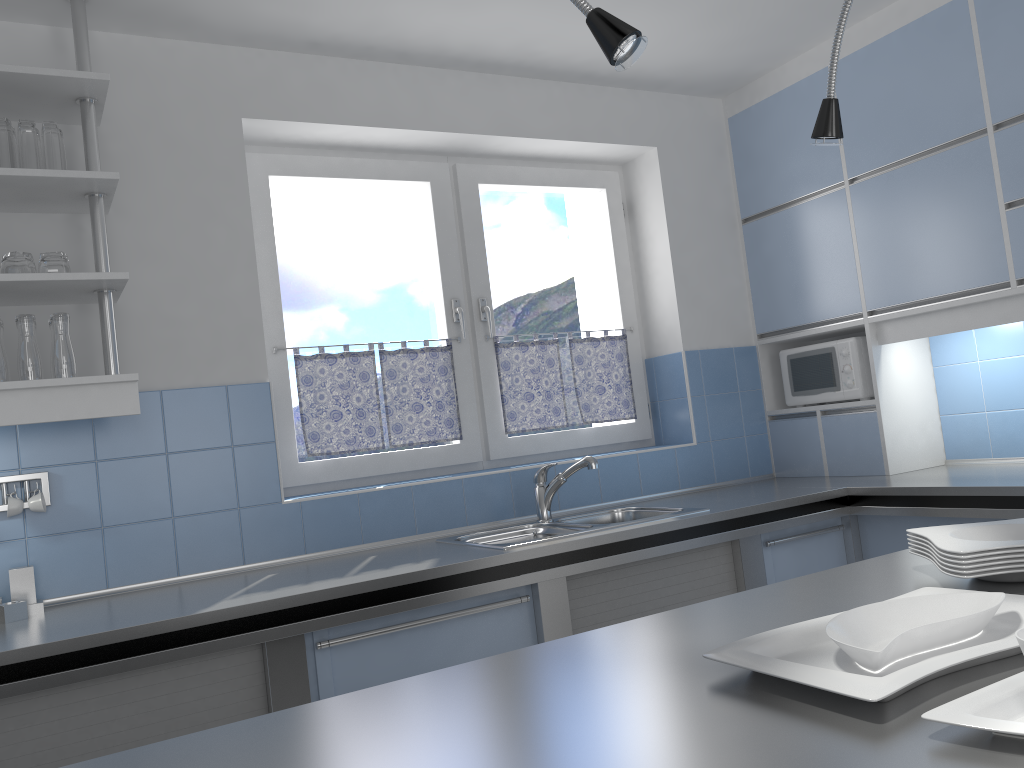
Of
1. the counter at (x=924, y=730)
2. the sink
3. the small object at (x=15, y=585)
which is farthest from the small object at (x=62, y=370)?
the counter at (x=924, y=730)

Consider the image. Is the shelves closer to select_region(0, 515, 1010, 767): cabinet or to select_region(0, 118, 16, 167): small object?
select_region(0, 118, 16, 167): small object

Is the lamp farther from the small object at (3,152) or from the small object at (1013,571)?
the small object at (3,152)

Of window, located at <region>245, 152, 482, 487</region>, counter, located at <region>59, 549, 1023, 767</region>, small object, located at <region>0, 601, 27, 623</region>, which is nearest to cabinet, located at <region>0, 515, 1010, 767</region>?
small object, located at <region>0, 601, 27, 623</region>

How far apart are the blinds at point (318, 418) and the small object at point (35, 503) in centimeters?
89cm

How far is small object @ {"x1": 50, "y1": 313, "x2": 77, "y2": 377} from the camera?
2.4m

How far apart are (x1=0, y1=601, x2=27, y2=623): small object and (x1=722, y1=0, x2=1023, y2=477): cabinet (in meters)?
2.96

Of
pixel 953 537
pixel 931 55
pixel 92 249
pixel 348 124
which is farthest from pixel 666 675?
pixel 931 55

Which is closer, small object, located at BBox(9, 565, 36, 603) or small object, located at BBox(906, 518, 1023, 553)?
small object, located at BBox(906, 518, 1023, 553)

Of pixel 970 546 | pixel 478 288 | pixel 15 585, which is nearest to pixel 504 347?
pixel 478 288
